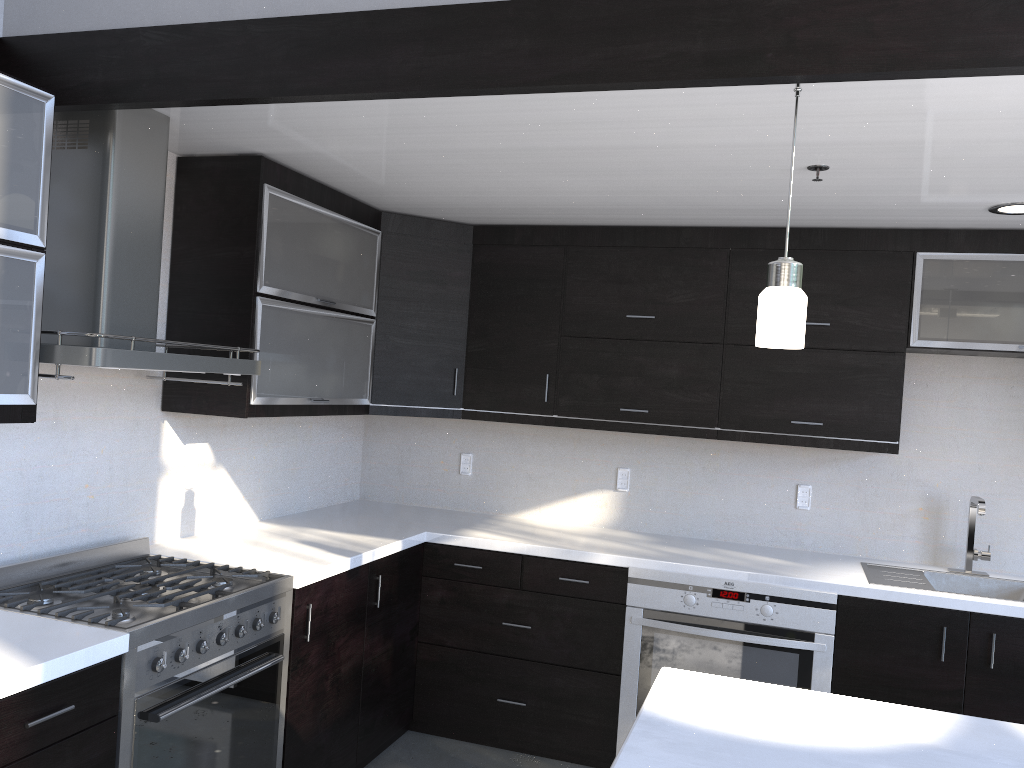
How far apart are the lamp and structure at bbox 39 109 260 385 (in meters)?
1.57

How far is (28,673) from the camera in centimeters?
184cm

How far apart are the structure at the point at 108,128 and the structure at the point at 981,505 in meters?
2.8

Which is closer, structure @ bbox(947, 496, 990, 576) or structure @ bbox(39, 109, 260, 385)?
structure @ bbox(39, 109, 260, 385)

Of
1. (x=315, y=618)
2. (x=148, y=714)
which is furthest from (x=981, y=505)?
(x=148, y=714)

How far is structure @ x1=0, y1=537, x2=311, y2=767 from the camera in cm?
221

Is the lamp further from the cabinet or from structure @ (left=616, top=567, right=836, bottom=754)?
structure @ (left=616, top=567, right=836, bottom=754)

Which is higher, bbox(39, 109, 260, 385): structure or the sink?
bbox(39, 109, 260, 385): structure

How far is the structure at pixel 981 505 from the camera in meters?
3.5

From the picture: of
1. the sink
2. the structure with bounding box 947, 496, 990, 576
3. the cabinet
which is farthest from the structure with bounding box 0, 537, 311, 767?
the structure with bounding box 947, 496, 990, 576
